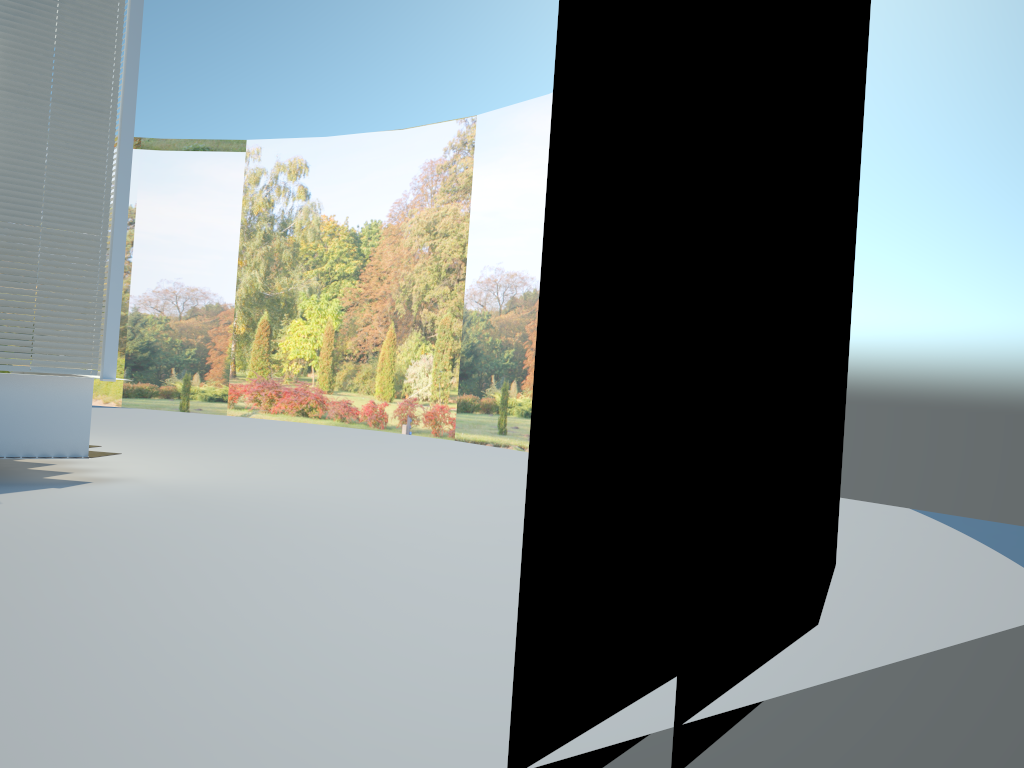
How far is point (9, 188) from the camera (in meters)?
8.23

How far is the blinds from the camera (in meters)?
8.23

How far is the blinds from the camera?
8.2m
